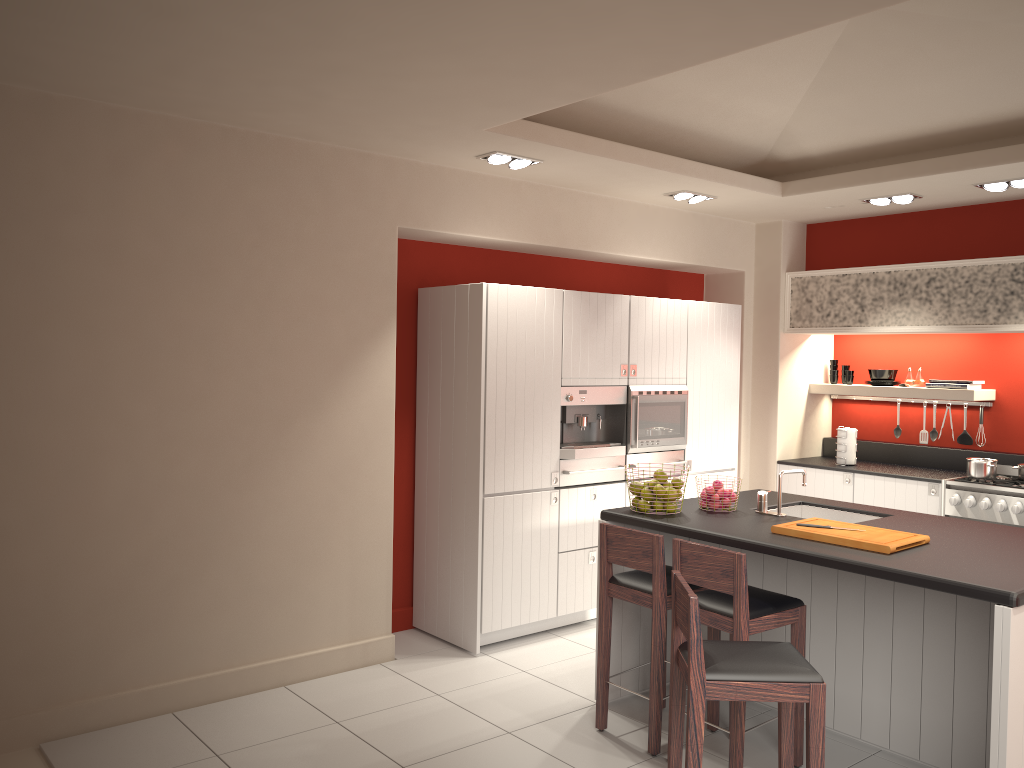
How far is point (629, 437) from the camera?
6.1m

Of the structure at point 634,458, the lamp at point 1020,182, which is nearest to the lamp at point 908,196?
the lamp at point 1020,182

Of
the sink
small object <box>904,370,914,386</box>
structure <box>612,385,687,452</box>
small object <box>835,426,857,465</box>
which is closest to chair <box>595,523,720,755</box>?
the sink

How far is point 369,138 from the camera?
4.8 meters

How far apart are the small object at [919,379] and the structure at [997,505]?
0.9 meters

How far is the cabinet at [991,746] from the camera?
3.2 meters

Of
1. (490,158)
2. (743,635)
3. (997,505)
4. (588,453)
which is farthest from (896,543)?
(490,158)

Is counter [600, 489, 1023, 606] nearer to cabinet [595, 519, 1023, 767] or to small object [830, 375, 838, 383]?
cabinet [595, 519, 1023, 767]

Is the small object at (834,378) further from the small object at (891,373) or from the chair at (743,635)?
the chair at (743,635)

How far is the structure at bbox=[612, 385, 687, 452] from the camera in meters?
6.1 m
